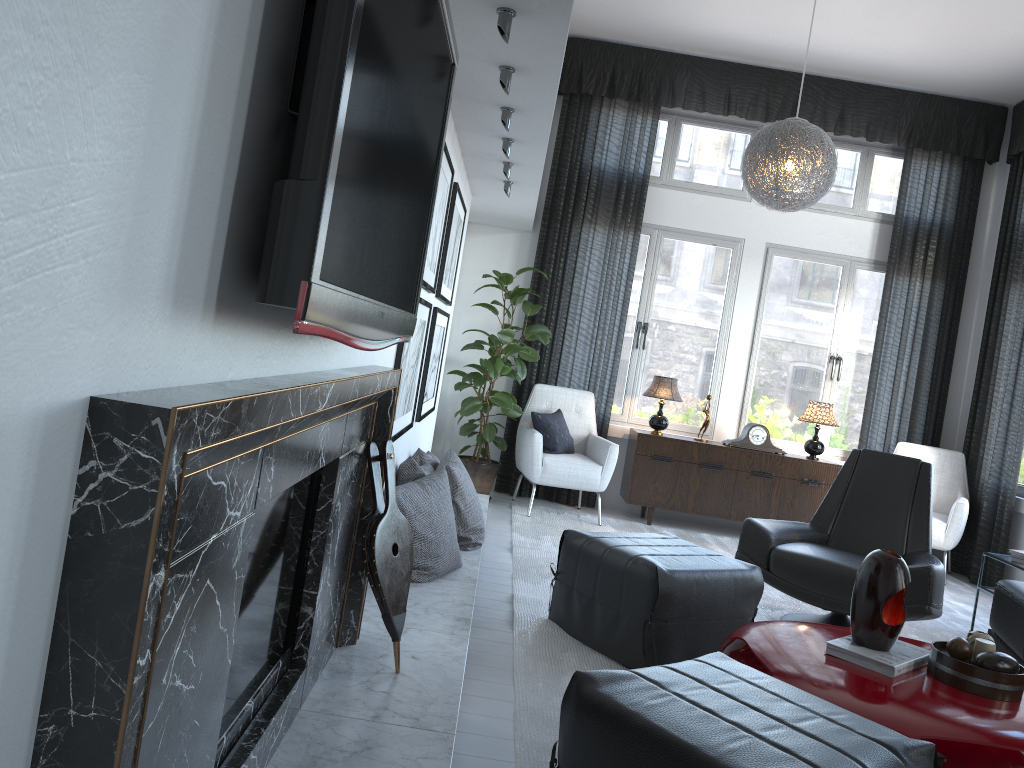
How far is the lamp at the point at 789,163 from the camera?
4.66m

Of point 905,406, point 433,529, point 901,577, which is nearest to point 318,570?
point 433,529

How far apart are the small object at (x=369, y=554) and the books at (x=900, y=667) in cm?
123

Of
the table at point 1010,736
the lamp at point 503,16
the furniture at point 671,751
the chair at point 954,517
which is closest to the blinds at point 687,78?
the chair at point 954,517

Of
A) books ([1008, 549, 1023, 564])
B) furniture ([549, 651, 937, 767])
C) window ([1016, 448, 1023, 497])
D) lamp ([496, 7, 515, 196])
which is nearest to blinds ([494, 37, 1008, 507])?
window ([1016, 448, 1023, 497])

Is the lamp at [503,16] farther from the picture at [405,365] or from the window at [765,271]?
the window at [765,271]

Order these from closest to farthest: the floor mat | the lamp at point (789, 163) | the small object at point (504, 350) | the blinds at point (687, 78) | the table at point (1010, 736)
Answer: the table at point (1010, 736)
the floor mat
the lamp at point (789, 163)
the small object at point (504, 350)
the blinds at point (687, 78)

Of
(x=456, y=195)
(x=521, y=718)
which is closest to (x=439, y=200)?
(x=456, y=195)

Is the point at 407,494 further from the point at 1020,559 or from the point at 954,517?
the point at 954,517

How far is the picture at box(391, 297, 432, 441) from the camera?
3.1 meters
